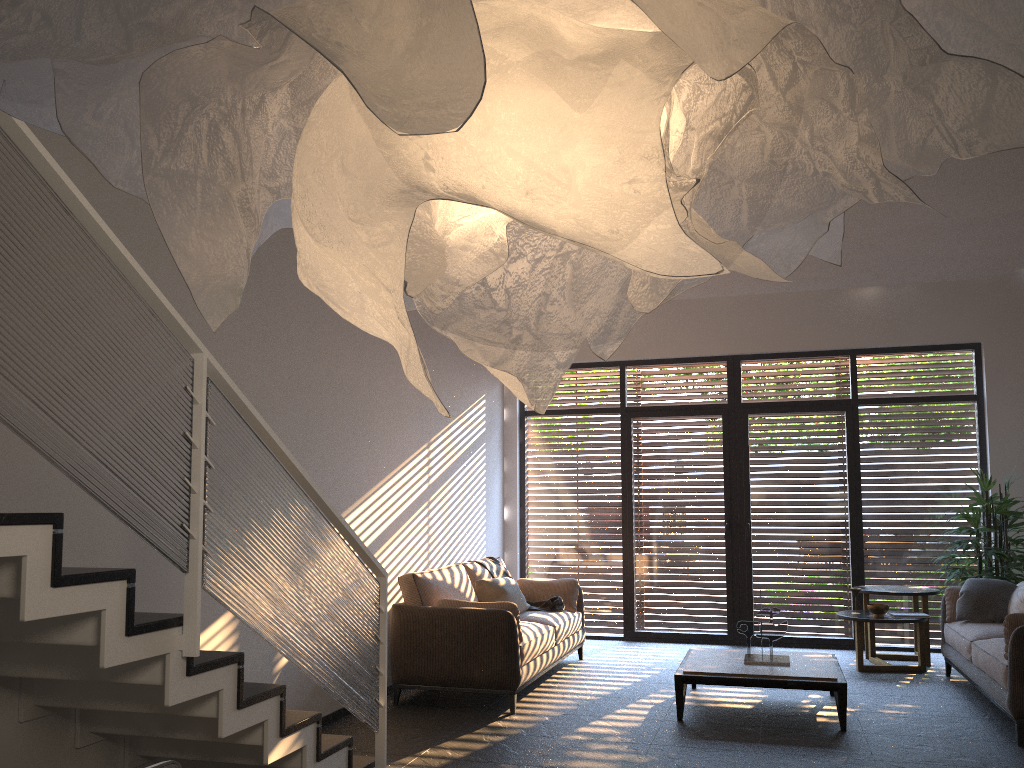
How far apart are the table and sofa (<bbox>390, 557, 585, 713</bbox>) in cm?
102

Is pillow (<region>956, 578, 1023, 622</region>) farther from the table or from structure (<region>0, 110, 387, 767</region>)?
structure (<region>0, 110, 387, 767</region>)

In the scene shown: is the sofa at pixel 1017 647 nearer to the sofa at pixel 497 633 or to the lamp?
the sofa at pixel 497 633

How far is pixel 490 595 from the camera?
7.1m

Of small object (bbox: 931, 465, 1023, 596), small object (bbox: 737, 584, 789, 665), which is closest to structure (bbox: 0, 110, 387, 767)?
small object (bbox: 737, 584, 789, 665)

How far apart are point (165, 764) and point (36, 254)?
1.4m

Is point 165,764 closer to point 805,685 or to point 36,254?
point 36,254

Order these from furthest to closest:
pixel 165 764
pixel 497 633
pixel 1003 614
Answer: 1. pixel 1003 614
2. pixel 497 633
3. pixel 165 764

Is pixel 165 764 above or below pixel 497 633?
above

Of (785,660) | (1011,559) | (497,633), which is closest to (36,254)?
(497,633)
